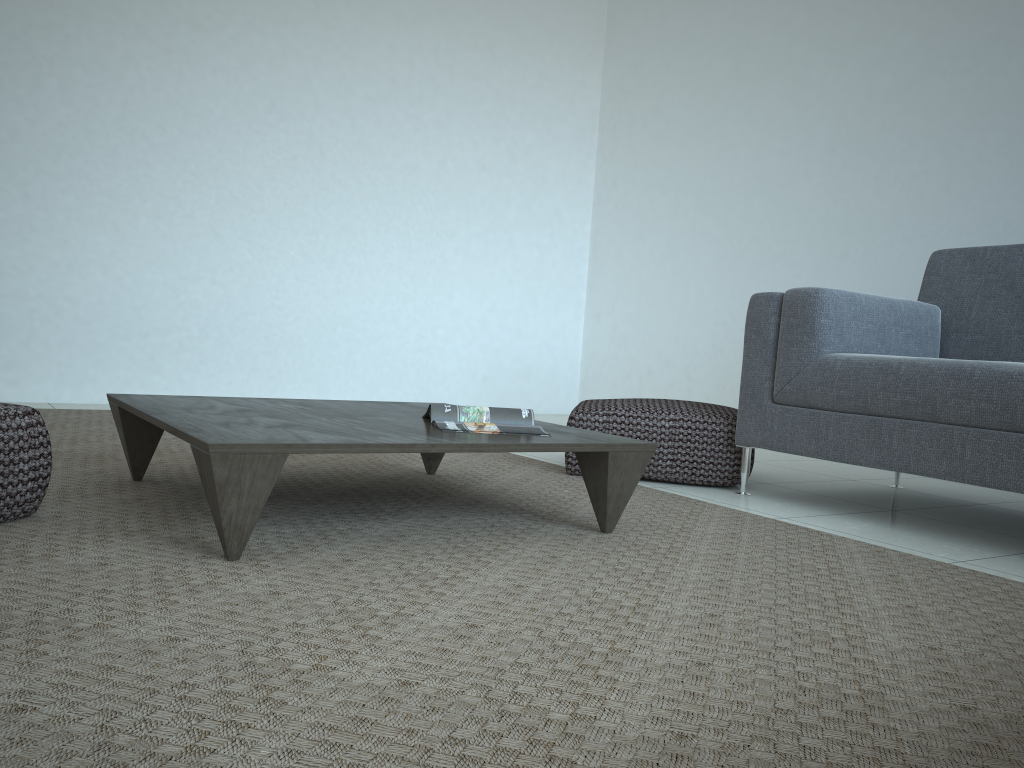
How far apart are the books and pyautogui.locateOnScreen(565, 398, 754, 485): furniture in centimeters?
77cm

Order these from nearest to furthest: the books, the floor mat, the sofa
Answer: the floor mat < the books < the sofa

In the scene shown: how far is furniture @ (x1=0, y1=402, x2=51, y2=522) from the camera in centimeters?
170cm

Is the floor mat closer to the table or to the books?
the table

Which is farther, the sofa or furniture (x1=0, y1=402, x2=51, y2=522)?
the sofa

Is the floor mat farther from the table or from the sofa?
the sofa

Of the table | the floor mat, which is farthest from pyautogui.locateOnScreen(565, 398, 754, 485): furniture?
the table

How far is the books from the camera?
2.06m

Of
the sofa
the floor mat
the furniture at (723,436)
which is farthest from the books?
the sofa

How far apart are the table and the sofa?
0.8 meters
